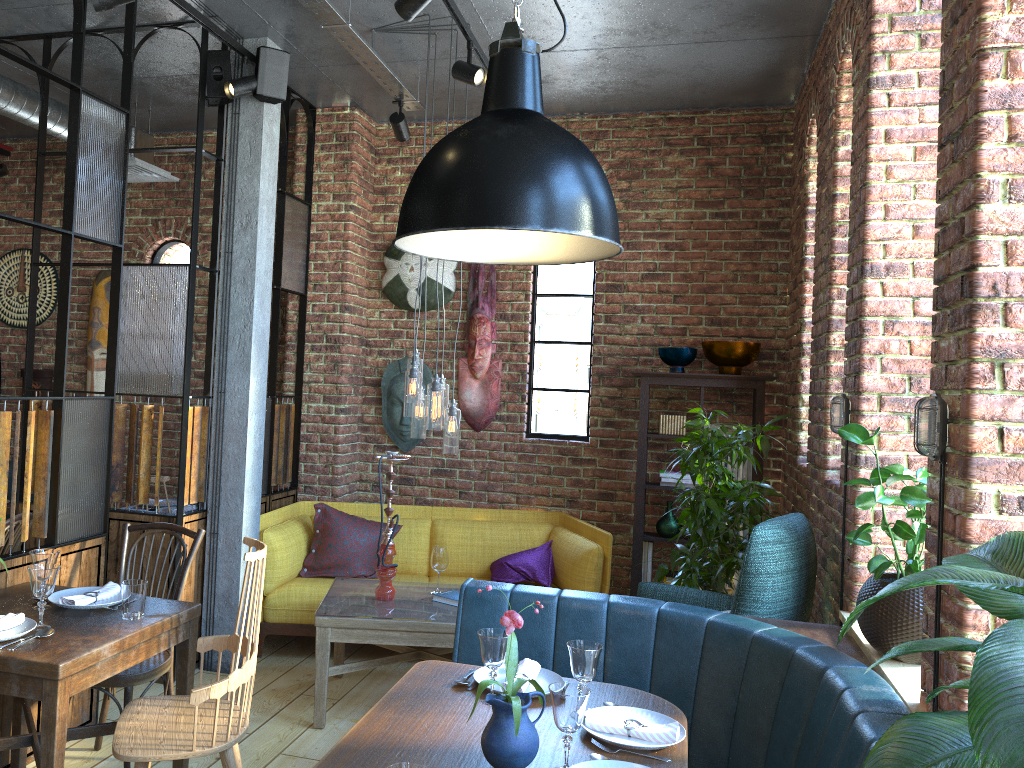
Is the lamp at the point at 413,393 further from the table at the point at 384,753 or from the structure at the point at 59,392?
the table at the point at 384,753

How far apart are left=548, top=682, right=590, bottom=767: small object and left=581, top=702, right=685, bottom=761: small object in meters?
0.2

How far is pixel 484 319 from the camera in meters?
5.7 m

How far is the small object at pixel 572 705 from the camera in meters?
2.0 m

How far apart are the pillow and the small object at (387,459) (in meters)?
0.95

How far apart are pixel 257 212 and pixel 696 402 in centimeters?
284cm

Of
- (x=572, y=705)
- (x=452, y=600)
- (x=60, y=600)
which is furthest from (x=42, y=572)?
(x=452, y=600)

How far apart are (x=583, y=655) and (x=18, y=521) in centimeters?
251cm

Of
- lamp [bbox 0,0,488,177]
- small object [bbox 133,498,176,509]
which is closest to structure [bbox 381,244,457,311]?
lamp [bbox 0,0,488,177]

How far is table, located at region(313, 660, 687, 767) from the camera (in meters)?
2.10
